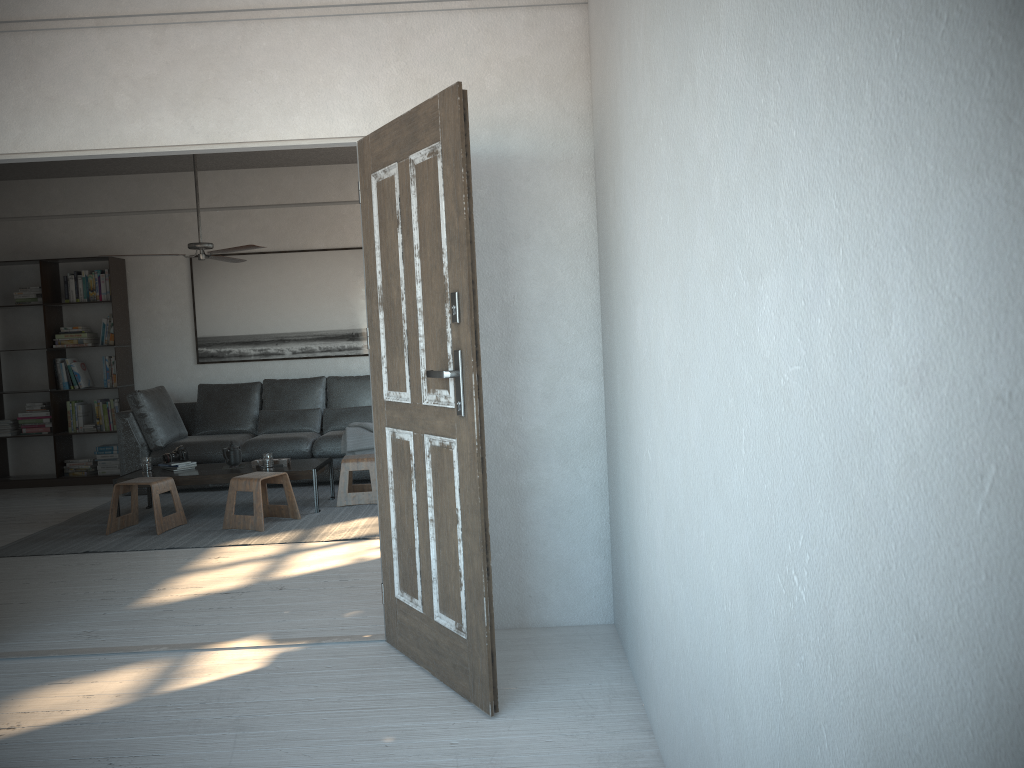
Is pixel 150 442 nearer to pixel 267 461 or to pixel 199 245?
pixel 267 461

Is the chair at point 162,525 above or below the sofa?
below

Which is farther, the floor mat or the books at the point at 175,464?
the books at the point at 175,464

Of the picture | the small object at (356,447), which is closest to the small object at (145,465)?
the small object at (356,447)

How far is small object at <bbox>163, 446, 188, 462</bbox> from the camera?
6.6m

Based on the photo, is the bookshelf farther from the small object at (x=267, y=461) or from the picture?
the small object at (x=267, y=461)

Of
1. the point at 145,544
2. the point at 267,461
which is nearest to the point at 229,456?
the point at 267,461

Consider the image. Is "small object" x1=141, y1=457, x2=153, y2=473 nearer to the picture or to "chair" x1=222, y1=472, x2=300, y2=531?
"chair" x1=222, y1=472, x2=300, y2=531

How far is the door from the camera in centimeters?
279cm

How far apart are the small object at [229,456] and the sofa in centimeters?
86cm
